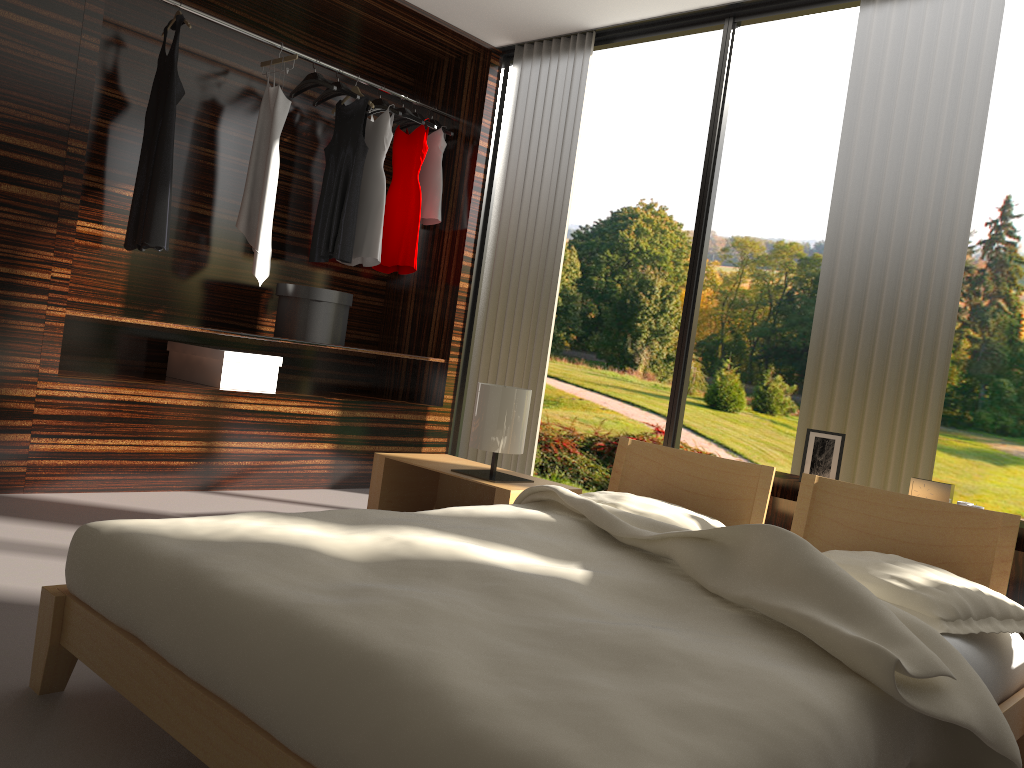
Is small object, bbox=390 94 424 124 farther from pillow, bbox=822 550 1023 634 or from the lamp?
pillow, bbox=822 550 1023 634

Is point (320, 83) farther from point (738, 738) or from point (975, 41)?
point (738, 738)

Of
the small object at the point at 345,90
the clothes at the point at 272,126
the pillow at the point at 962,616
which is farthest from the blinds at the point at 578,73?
the pillow at the point at 962,616

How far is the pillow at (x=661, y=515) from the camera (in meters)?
2.32

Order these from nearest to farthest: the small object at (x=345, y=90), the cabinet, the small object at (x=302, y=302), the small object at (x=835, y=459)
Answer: the cabinet < the small object at (x=835, y=459) < the small object at (x=302, y=302) < the small object at (x=345, y=90)

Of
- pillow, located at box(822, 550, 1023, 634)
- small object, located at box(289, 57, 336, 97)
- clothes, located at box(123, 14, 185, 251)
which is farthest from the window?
pillow, located at box(822, 550, 1023, 634)

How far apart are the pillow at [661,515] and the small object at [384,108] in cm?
282

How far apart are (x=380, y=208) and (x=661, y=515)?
2.7m

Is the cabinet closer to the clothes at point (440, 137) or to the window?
the window

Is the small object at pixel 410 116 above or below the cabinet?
above
